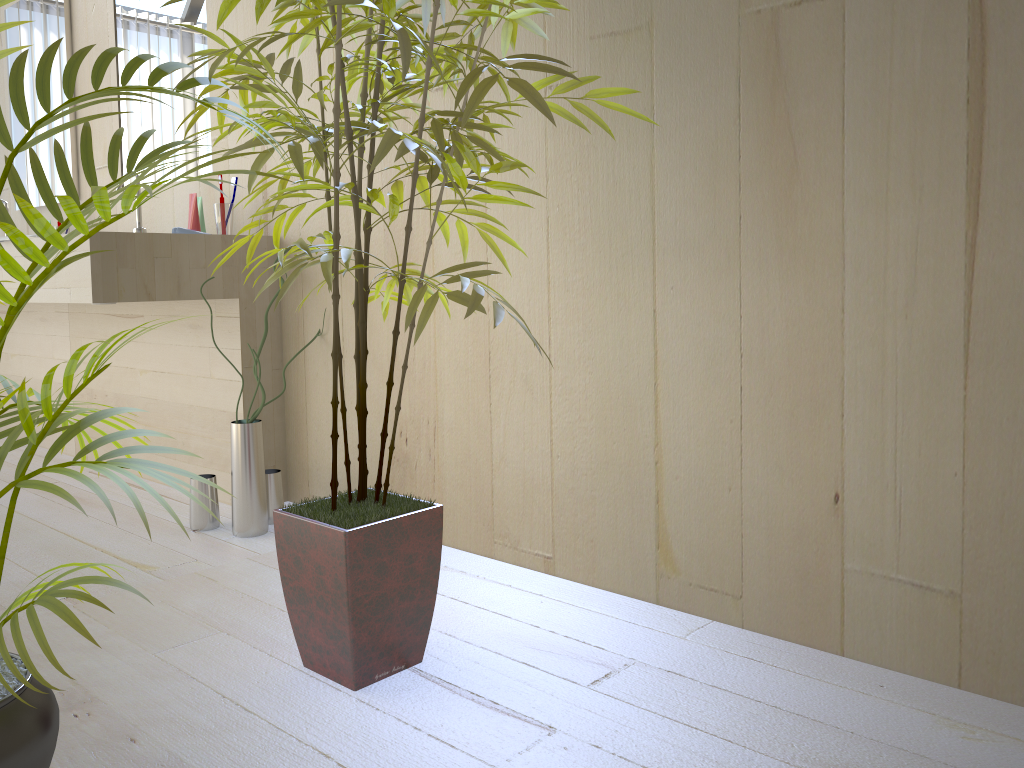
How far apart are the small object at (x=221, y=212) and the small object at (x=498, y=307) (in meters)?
0.89

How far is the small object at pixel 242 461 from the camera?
2.2m

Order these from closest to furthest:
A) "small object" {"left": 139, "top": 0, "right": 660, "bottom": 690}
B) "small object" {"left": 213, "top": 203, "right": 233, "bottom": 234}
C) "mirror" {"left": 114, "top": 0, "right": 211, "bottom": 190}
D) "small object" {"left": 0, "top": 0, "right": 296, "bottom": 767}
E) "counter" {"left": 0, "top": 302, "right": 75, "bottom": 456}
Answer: "small object" {"left": 0, "top": 0, "right": 296, "bottom": 767} → "small object" {"left": 139, "top": 0, "right": 660, "bottom": 690} → "small object" {"left": 213, "top": 203, "right": 233, "bottom": 234} → "mirror" {"left": 114, "top": 0, "right": 211, "bottom": 190} → "counter" {"left": 0, "top": 302, "right": 75, "bottom": 456}

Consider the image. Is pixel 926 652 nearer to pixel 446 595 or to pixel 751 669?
pixel 751 669

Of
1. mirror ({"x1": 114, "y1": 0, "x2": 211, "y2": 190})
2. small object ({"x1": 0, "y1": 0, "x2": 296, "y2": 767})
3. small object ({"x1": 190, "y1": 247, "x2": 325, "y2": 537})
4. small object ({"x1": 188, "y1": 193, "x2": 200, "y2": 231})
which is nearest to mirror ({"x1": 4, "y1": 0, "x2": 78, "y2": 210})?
mirror ({"x1": 114, "y1": 0, "x2": 211, "y2": 190})

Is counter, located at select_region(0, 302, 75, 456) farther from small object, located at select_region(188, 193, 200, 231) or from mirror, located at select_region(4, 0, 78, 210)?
small object, located at select_region(188, 193, 200, 231)

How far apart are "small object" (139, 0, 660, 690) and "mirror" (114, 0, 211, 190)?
1.15m

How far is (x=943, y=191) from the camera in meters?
1.3

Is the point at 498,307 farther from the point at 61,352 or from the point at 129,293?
the point at 61,352

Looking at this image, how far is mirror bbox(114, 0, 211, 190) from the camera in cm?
279
